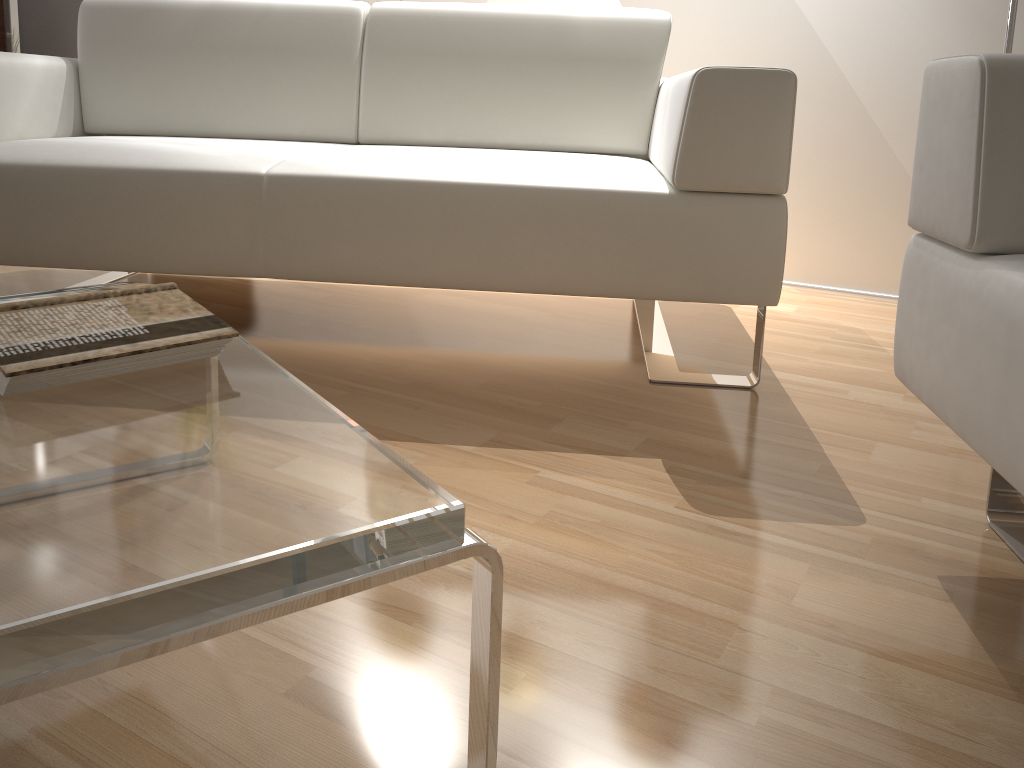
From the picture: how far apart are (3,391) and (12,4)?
2.83m

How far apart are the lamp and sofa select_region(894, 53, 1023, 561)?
0.94m

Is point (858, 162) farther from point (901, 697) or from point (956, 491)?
point (901, 697)

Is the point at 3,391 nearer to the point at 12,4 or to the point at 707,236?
the point at 707,236

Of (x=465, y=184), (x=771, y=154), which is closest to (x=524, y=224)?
(x=465, y=184)

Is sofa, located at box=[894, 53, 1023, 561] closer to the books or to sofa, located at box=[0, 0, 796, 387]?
sofa, located at box=[0, 0, 796, 387]

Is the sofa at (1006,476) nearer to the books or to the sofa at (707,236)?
the sofa at (707,236)

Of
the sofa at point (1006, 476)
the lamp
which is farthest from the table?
the lamp

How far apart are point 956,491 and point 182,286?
1.9m

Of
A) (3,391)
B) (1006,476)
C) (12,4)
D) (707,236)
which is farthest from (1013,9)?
(12,4)
